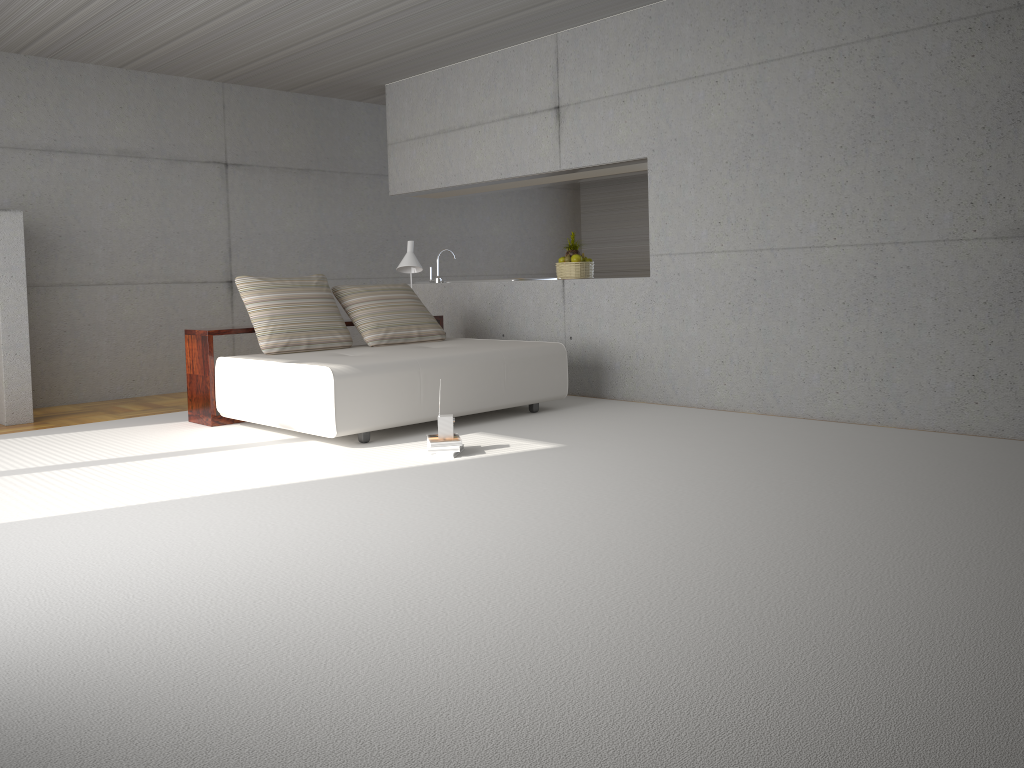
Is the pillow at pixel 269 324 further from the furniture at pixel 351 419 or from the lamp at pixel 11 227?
the lamp at pixel 11 227

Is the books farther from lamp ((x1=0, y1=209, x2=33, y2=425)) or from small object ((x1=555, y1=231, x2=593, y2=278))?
lamp ((x1=0, y1=209, x2=33, y2=425))

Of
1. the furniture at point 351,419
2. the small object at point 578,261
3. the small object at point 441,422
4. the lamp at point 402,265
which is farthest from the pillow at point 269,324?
the small object at point 578,261

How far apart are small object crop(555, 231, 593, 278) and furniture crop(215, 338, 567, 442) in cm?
124

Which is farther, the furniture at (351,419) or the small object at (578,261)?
the small object at (578,261)

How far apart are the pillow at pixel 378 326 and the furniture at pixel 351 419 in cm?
10

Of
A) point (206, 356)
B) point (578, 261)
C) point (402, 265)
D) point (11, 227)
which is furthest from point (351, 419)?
point (11, 227)

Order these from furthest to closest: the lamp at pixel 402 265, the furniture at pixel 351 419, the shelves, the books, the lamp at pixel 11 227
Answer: the lamp at pixel 402 265, the lamp at pixel 11 227, the shelves, the furniture at pixel 351 419, the books

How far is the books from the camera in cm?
518

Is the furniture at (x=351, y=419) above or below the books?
above
